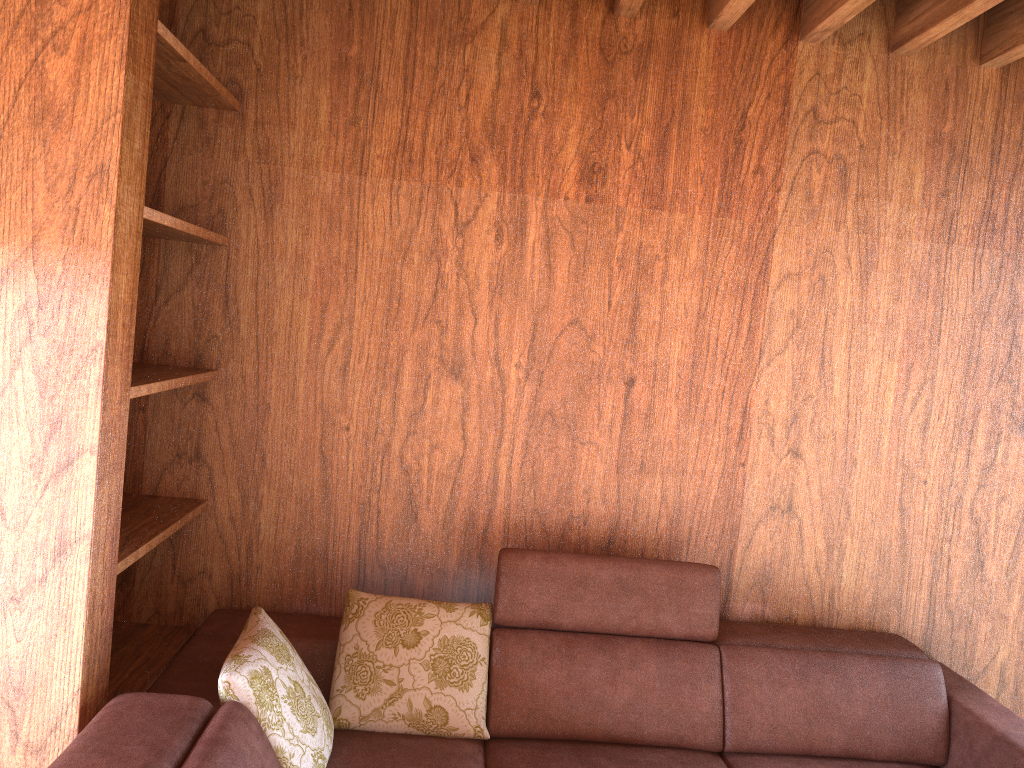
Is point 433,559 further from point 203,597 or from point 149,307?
point 149,307

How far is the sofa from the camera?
1.9 meters

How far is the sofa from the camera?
1.9m
